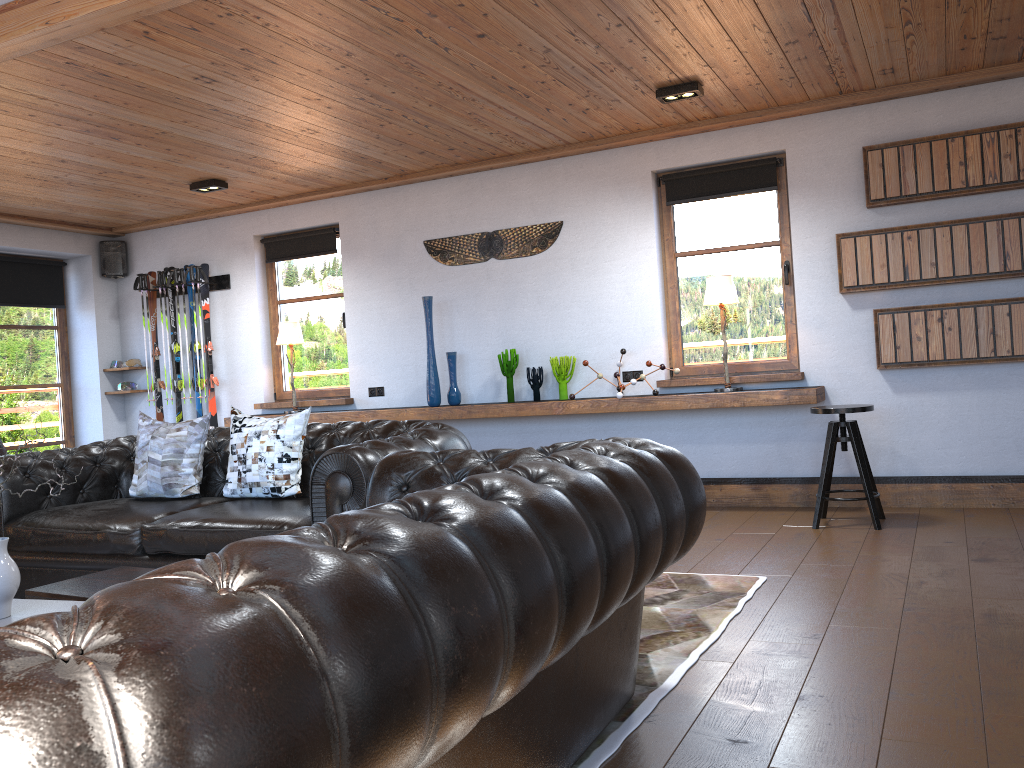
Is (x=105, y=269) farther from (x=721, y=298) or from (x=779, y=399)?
(x=779, y=399)

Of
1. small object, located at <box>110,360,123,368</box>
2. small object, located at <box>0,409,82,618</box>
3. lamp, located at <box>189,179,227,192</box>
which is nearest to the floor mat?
small object, located at <box>0,409,82,618</box>

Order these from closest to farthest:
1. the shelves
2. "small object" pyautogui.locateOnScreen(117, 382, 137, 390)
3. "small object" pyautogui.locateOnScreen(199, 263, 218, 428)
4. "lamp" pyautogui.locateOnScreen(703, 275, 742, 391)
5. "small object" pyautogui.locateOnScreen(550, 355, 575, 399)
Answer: the shelves, "lamp" pyautogui.locateOnScreen(703, 275, 742, 391), "small object" pyautogui.locateOnScreen(550, 355, 575, 399), "small object" pyautogui.locateOnScreen(199, 263, 218, 428), "small object" pyautogui.locateOnScreen(117, 382, 137, 390)

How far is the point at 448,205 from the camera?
7.15m

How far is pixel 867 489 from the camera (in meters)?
5.11

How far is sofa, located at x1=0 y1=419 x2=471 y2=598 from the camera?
3.7 meters

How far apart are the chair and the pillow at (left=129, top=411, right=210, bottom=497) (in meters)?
3.48

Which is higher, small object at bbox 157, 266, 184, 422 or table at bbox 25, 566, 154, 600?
small object at bbox 157, 266, 184, 422

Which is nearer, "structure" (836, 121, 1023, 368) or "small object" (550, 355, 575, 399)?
"structure" (836, 121, 1023, 368)

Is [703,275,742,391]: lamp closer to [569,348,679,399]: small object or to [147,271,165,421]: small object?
[569,348,679,399]: small object
